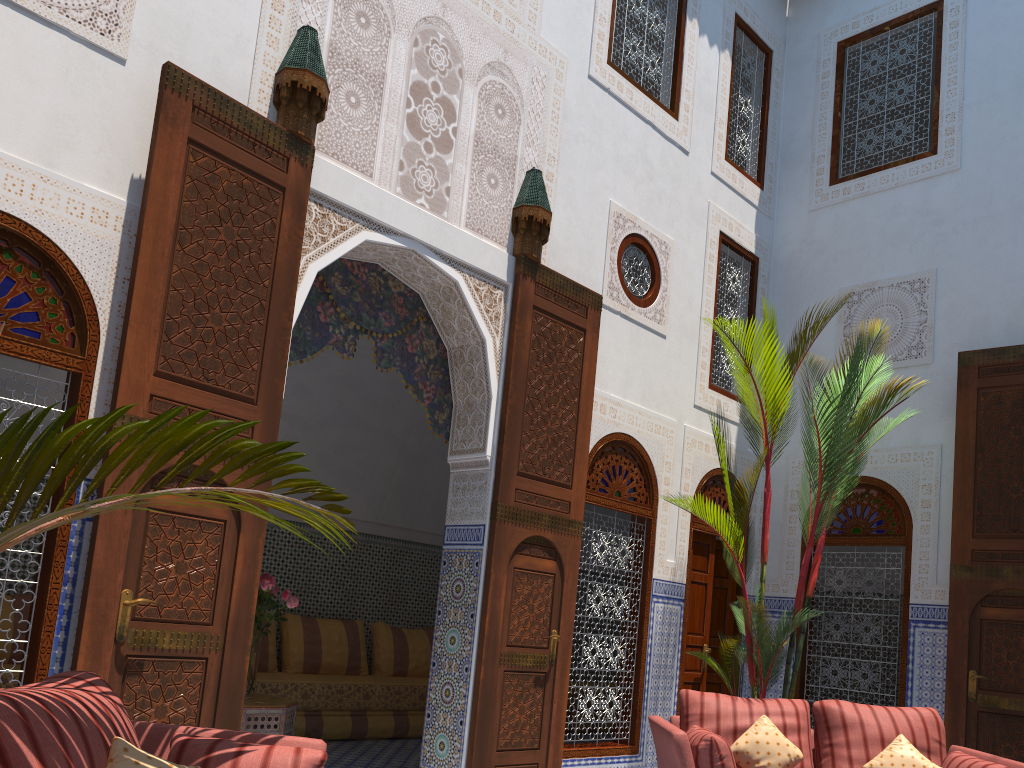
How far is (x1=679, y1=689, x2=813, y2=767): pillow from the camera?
3.4 meters

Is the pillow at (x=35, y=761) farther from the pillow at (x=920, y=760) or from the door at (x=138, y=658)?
the pillow at (x=920, y=760)

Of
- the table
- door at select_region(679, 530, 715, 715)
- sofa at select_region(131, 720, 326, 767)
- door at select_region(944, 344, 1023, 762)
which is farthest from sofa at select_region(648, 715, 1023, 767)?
the table

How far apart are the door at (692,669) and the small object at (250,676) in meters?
2.2

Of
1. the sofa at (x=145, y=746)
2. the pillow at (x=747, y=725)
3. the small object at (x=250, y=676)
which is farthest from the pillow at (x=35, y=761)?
the pillow at (x=747, y=725)

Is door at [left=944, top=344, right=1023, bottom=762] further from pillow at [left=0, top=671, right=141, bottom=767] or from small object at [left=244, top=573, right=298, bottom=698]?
pillow at [left=0, top=671, right=141, bottom=767]

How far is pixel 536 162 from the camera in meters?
4.3

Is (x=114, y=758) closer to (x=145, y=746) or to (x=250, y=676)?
(x=145, y=746)

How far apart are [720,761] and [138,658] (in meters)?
1.94

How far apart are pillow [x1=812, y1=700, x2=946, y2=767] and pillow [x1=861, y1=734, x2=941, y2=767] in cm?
4
